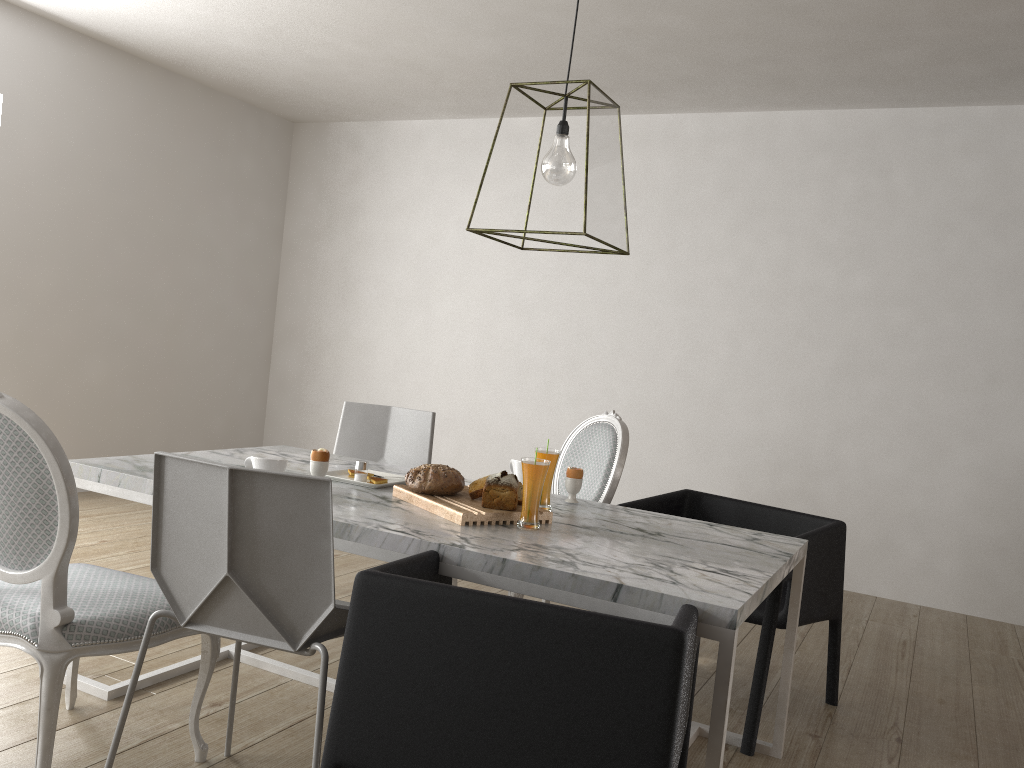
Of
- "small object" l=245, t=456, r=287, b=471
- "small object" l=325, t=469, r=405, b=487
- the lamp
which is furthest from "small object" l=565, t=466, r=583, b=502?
"small object" l=245, t=456, r=287, b=471

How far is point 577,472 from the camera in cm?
250

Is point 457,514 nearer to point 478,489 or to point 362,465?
point 478,489

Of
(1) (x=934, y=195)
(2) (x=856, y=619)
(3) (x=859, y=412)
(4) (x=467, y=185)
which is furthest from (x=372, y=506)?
(4) (x=467, y=185)

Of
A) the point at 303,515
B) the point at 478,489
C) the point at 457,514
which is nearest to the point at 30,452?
the point at 303,515

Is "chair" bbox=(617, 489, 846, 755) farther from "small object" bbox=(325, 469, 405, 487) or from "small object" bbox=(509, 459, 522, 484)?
"small object" bbox=(325, 469, 405, 487)

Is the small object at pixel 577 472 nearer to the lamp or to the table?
the table

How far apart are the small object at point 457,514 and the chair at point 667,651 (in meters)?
0.20

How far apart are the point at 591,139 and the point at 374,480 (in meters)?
1.08

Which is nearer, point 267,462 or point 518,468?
point 267,462
